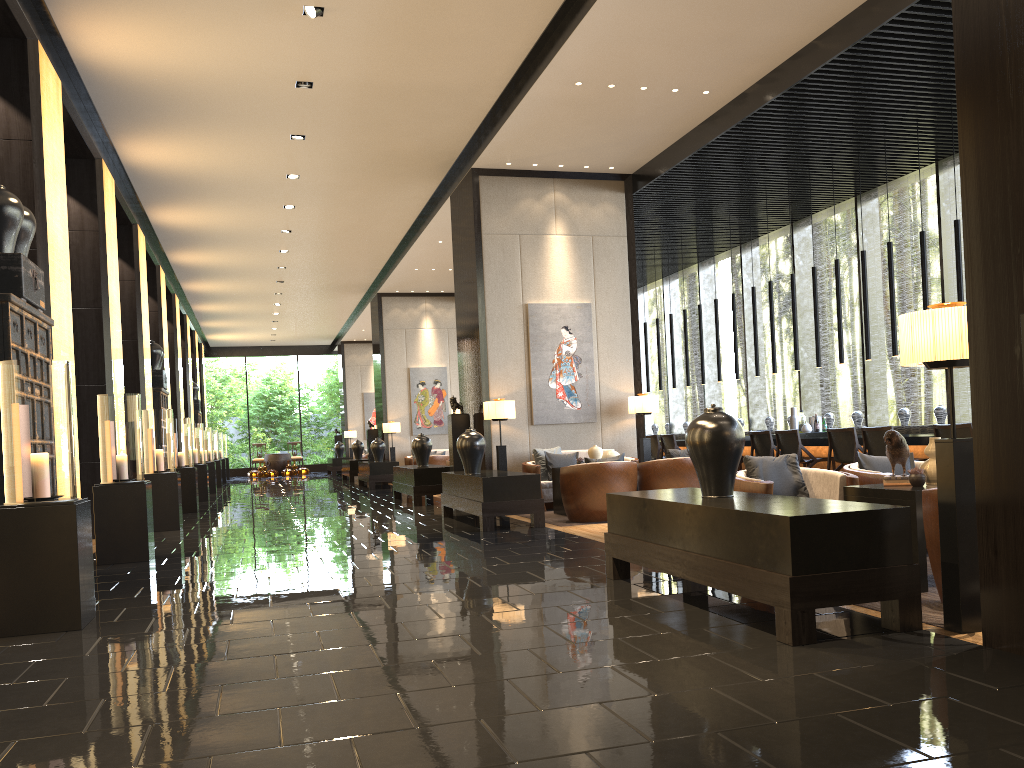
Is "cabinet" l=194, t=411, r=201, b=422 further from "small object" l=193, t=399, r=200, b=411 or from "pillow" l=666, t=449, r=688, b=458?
"pillow" l=666, t=449, r=688, b=458

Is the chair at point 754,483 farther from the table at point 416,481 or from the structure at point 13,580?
the table at point 416,481

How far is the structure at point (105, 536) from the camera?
7.17m

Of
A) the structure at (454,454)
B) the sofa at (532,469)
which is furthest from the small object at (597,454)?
the structure at (454,454)

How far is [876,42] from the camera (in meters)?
7.29

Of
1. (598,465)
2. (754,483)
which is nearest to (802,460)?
(598,465)

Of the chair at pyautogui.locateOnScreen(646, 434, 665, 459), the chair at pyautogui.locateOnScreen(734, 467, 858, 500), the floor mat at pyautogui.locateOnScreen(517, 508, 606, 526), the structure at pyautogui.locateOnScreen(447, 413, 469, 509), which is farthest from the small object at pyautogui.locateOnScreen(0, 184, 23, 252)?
the chair at pyautogui.locateOnScreen(646, 434, 665, 459)

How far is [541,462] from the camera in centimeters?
1052cm

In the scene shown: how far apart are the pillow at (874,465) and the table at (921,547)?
1.1m

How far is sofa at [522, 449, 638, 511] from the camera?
10.2m
